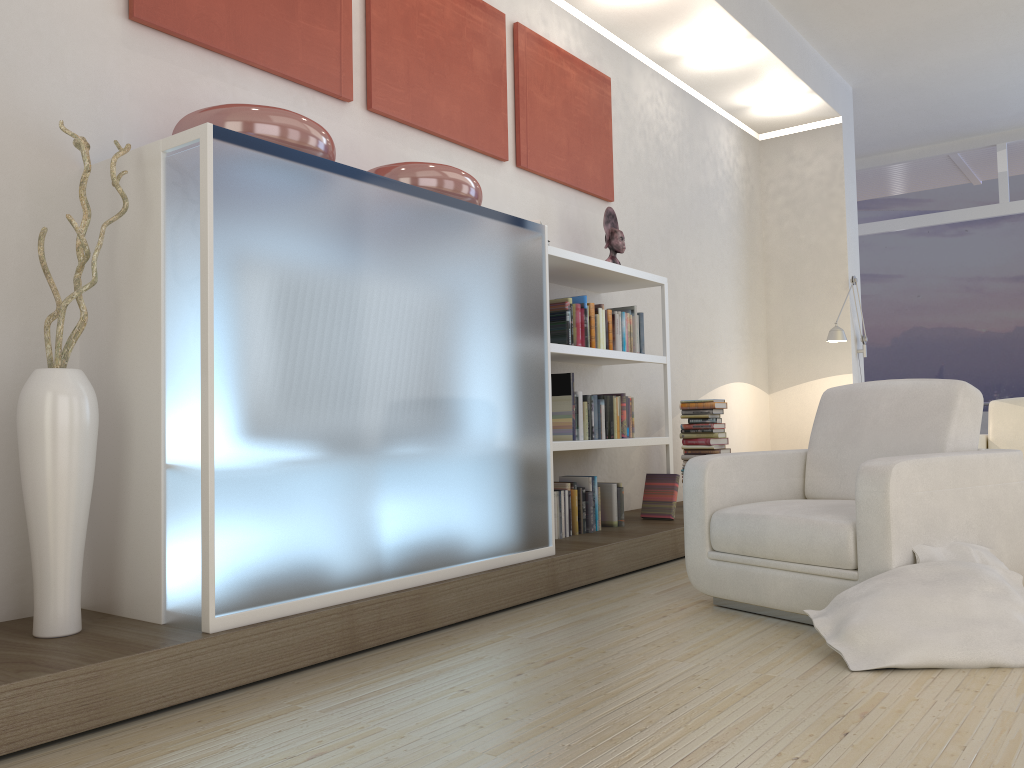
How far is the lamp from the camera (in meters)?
6.70

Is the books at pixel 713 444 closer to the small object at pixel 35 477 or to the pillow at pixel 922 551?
the pillow at pixel 922 551

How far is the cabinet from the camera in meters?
2.5

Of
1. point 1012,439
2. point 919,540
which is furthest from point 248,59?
point 1012,439

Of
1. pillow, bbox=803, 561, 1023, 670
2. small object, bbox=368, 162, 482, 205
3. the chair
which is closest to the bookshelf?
small object, bbox=368, 162, 482, 205

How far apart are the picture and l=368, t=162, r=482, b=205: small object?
0.52m

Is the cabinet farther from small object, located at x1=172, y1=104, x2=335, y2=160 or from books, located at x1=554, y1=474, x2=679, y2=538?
books, located at x1=554, y1=474, x2=679, y2=538

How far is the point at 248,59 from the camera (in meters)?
3.36

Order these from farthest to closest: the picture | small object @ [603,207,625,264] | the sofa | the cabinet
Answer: the sofa → small object @ [603,207,625,264] → the picture → the cabinet

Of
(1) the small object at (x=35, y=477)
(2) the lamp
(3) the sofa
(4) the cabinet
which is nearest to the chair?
(4) the cabinet
